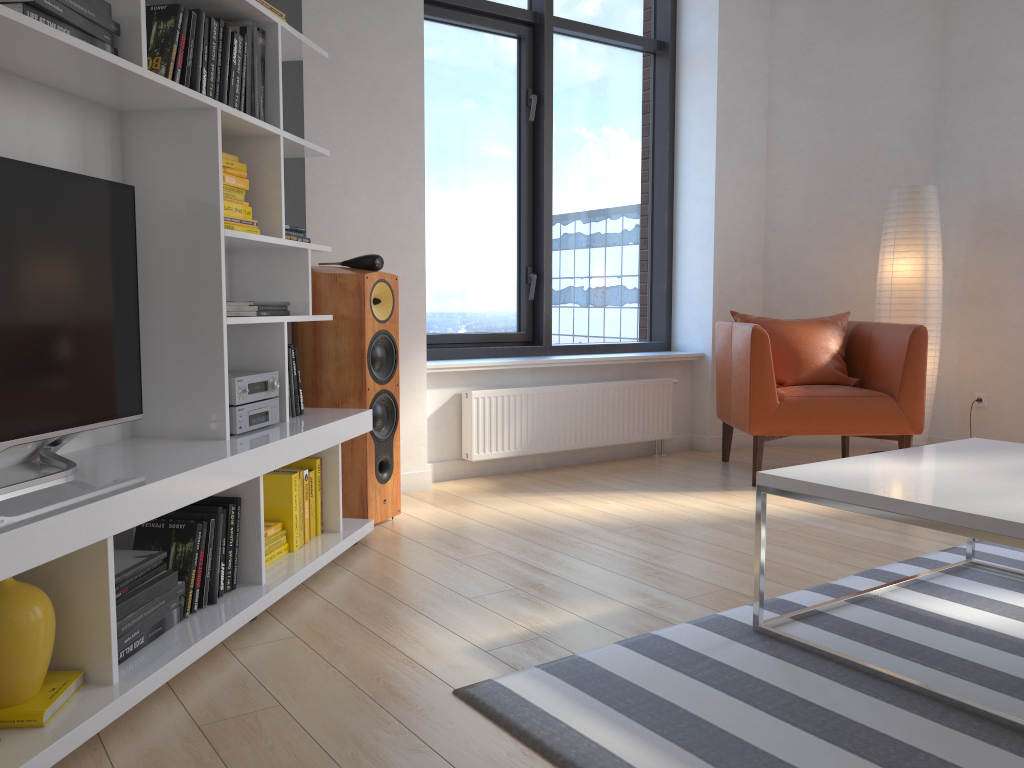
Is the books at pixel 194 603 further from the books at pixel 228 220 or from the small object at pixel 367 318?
the small object at pixel 367 318

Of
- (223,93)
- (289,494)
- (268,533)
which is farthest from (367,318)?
(223,93)

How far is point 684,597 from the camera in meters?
2.7

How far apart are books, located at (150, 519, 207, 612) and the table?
1.5 meters

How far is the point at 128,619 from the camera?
2.00m

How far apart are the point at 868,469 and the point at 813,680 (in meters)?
0.62

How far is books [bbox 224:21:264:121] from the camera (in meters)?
2.74

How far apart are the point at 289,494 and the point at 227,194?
1.0m

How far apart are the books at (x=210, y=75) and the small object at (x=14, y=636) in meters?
1.4 m

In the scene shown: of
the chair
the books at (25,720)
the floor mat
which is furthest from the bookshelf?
the chair
